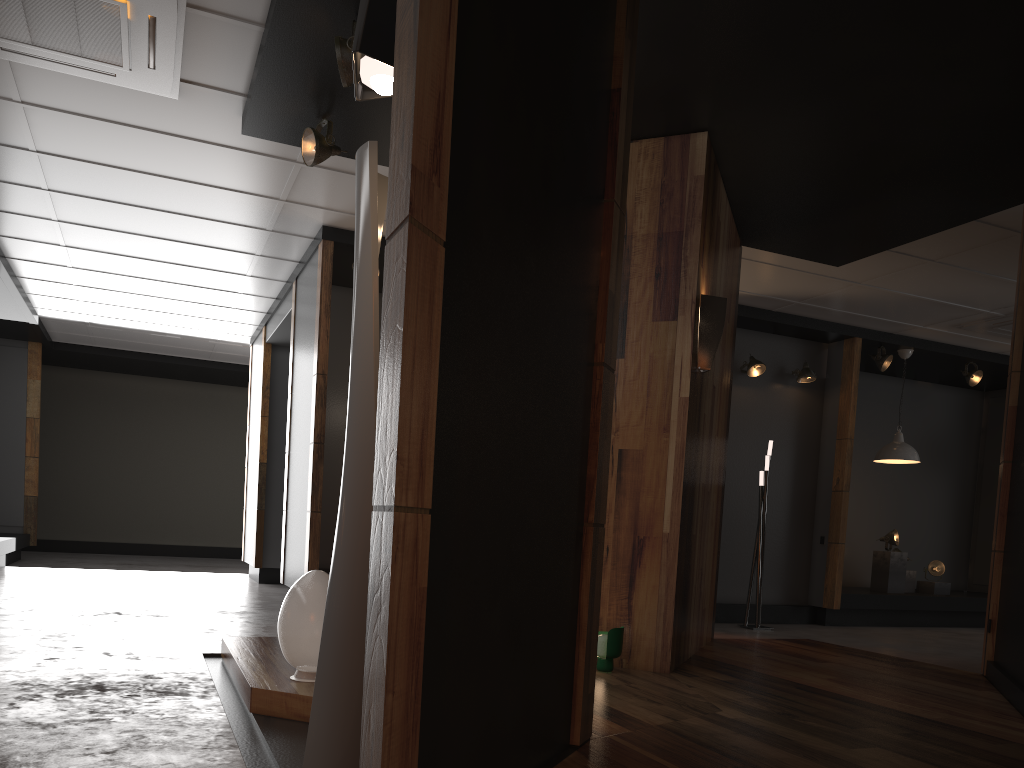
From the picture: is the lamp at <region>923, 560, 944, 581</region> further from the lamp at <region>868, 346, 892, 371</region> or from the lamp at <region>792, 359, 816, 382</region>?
the lamp at <region>792, 359, 816, 382</region>

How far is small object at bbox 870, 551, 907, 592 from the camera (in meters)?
9.31

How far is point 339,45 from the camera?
3.9 meters

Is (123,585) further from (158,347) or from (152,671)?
(152,671)

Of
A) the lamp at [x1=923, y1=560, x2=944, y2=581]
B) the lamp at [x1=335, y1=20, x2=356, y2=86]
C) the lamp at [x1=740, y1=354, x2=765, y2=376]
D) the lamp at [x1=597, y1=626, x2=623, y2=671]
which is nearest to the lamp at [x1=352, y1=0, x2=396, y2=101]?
the lamp at [x1=335, y1=20, x2=356, y2=86]

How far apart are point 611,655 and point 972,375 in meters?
7.1

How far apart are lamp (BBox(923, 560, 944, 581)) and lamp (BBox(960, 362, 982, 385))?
2.0m

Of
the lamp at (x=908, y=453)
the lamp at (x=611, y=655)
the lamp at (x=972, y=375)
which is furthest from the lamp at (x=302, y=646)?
the lamp at (x=972, y=375)

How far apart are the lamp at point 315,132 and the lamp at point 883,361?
6.39m

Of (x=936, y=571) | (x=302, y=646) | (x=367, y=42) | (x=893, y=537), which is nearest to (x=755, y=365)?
(x=893, y=537)
